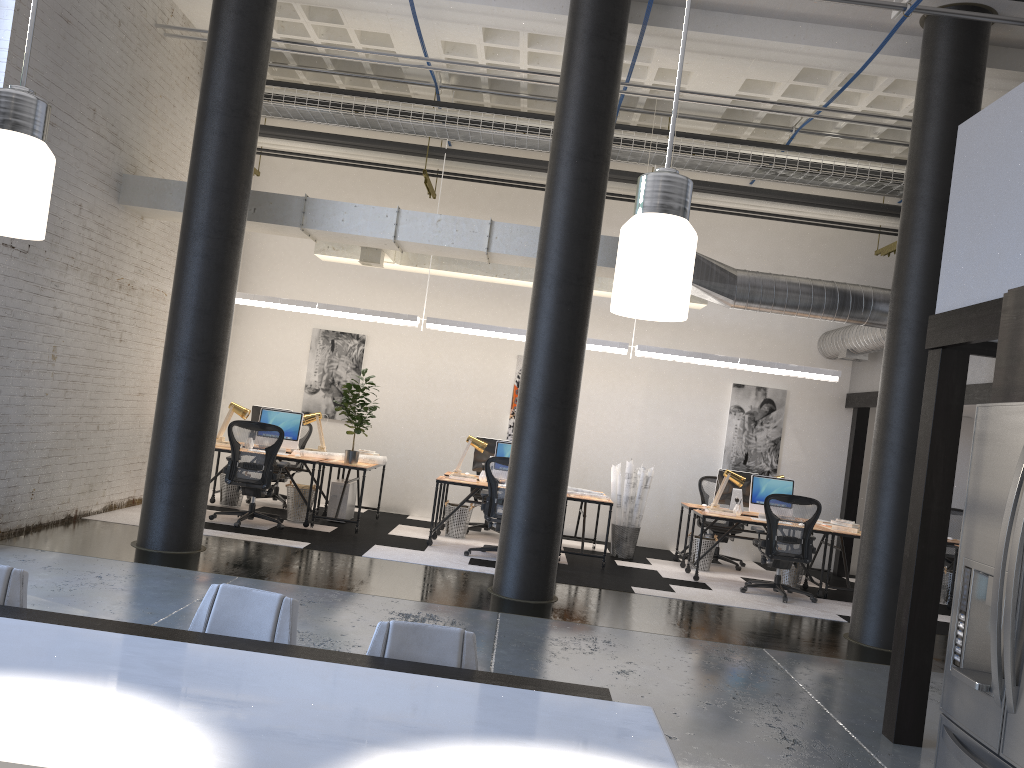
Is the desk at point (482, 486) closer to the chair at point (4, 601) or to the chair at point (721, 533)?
the chair at point (721, 533)

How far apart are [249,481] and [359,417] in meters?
1.3

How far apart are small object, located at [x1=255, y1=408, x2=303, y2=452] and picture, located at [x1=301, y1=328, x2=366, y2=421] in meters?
1.9 m

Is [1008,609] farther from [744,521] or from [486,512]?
[744,521]

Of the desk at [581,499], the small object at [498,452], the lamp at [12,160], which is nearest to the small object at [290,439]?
the small object at [498,452]

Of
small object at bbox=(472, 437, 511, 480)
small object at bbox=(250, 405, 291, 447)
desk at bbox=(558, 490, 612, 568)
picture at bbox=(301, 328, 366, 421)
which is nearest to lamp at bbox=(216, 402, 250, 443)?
small object at bbox=(250, 405, 291, 447)

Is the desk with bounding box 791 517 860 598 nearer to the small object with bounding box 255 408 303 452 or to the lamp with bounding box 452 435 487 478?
the lamp with bounding box 452 435 487 478

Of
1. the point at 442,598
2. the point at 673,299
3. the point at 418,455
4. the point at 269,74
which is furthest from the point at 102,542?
the point at 673,299

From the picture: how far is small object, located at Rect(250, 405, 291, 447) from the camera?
10.5 meters

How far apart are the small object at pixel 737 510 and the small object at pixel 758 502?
0.2m
